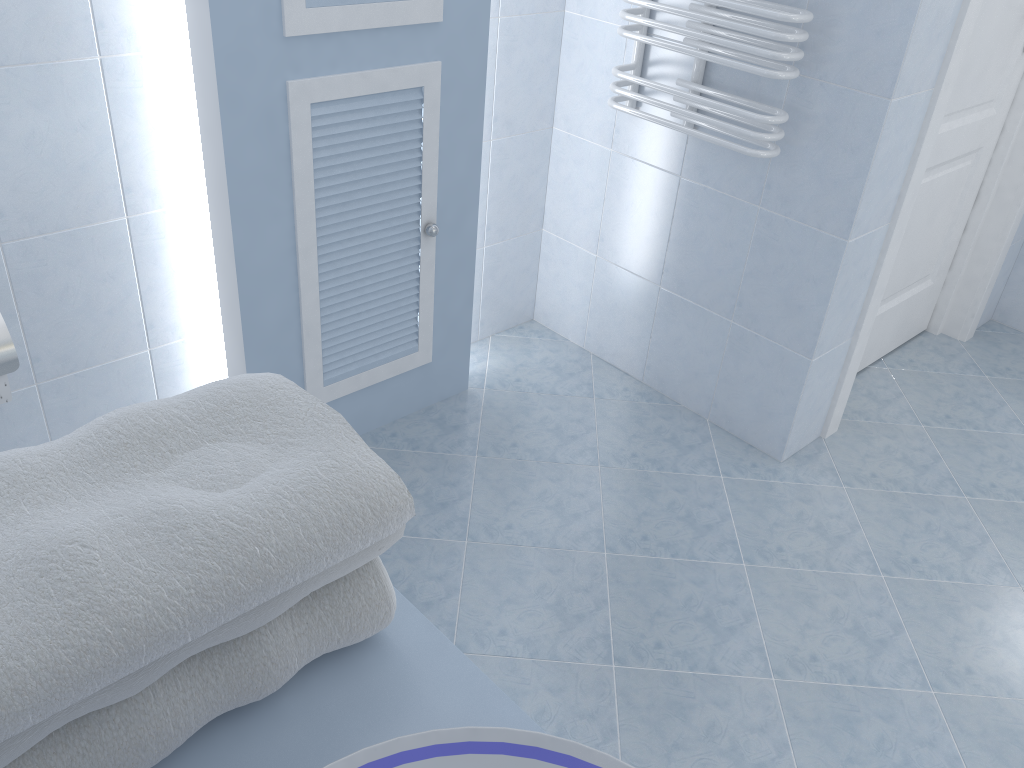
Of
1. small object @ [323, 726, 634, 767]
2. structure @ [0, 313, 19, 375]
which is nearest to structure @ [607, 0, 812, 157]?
structure @ [0, 313, 19, 375]

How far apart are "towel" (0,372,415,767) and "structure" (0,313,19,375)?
1.25m

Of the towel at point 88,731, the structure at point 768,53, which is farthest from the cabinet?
the structure at point 768,53

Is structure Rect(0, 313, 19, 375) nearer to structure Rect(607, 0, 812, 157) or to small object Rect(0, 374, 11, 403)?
small object Rect(0, 374, 11, 403)

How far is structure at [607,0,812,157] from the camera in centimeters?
196cm

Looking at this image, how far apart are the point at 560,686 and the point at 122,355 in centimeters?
124cm

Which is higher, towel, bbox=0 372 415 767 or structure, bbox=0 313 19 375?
towel, bbox=0 372 415 767

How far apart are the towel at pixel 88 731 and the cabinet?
0.02m

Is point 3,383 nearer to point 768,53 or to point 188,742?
point 188,742

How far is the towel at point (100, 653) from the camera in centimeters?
49cm
